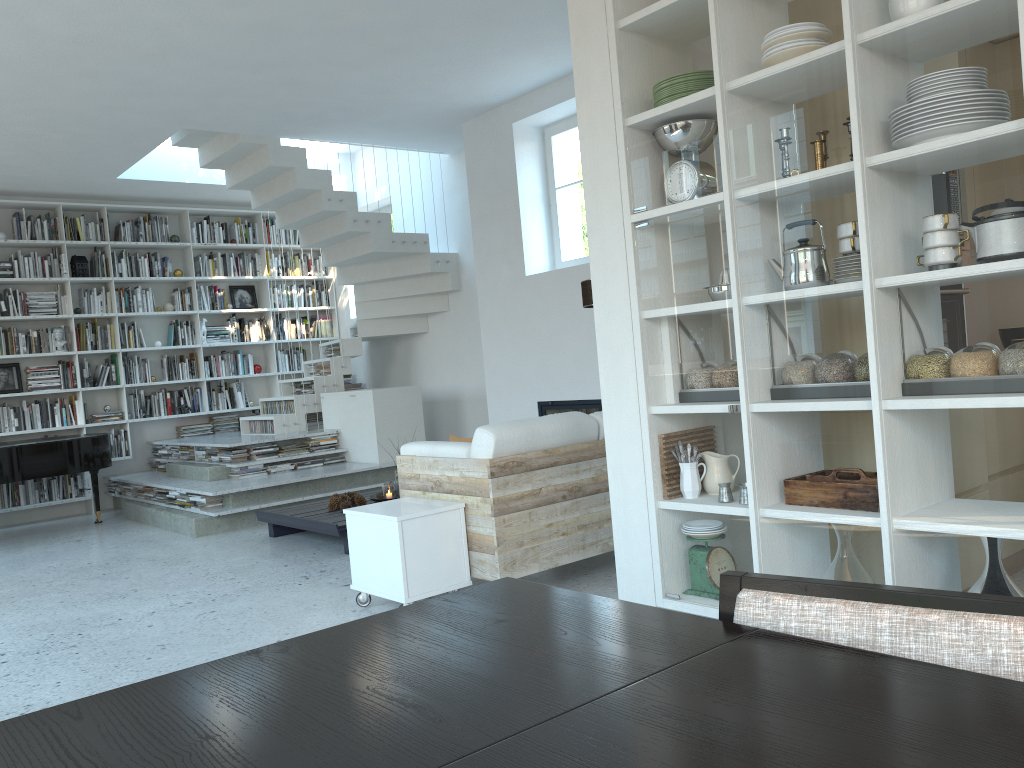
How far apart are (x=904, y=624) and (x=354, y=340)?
8.3 meters

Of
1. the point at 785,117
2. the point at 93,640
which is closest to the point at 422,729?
the point at 785,117

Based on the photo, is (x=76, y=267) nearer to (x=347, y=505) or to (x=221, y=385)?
(x=221, y=385)

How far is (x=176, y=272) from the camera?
9.59m

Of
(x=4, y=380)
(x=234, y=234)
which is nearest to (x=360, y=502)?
(x=4, y=380)

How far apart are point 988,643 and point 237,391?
9.6 meters

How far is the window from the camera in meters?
7.1 m

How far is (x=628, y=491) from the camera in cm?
328

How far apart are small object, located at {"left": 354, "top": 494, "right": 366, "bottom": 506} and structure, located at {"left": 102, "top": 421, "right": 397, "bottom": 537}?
1.10m

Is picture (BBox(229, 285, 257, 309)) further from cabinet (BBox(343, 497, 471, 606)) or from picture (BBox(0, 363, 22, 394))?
cabinet (BBox(343, 497, 471, 606))
